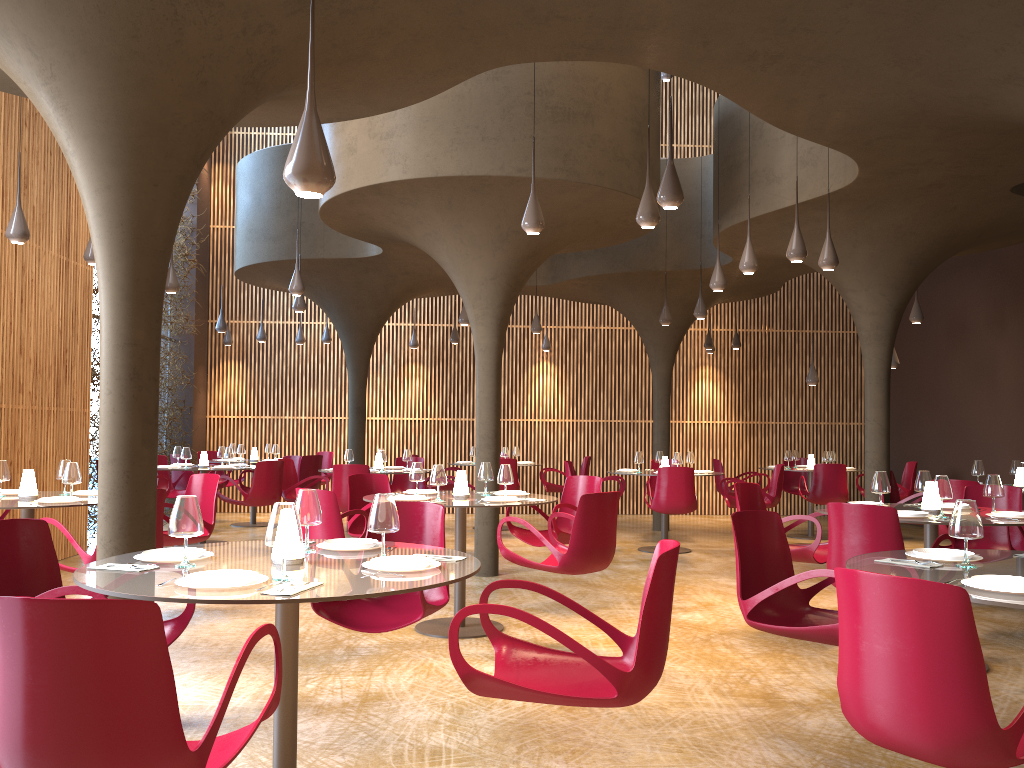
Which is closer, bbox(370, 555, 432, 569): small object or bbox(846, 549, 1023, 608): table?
bbox(846, 549, 1023, 608): table

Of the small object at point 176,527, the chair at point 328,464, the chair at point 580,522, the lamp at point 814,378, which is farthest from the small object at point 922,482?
the chair at point 328,464

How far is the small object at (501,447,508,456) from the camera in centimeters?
1498cm

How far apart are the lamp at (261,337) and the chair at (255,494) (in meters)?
5.26

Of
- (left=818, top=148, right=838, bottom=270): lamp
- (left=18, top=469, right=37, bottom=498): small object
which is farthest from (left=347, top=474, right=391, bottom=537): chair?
(left=818, top=148, right=838, bottom=270): lamp

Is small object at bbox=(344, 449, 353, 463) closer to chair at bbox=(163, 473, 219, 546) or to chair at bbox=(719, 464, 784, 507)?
chair at bbox=(163, 473, 219, 546)

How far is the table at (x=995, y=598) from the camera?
3.2m

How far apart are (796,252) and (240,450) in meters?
10.3

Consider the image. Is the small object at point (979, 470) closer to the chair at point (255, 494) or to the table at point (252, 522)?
the chair at point (255, 494)

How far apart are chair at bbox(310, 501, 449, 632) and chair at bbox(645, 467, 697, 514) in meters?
6.4 m
